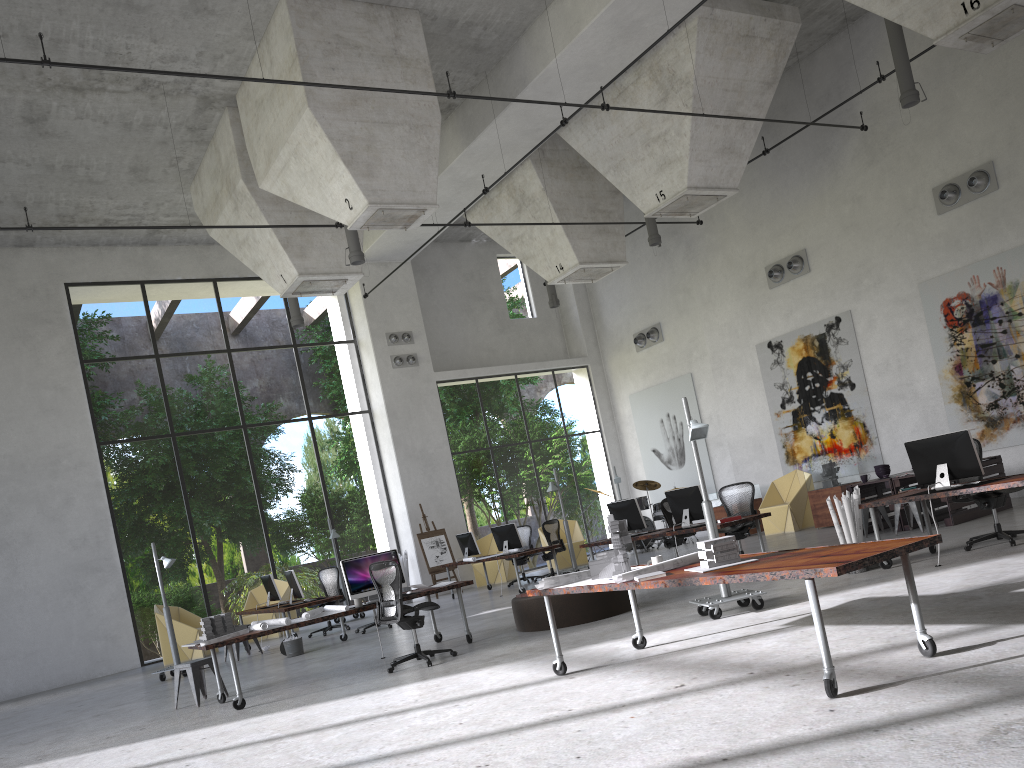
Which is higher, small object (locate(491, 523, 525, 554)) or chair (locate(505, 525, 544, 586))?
small object (locate(491, 523, 525, 554))

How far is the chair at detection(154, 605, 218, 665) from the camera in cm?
1594

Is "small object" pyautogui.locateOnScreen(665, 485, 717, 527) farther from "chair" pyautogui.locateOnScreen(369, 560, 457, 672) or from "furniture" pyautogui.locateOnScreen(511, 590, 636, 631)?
"chair" pyautogui.locateOnScreen(369, 560, 457, 672)

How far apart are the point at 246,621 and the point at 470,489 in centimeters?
1945cm

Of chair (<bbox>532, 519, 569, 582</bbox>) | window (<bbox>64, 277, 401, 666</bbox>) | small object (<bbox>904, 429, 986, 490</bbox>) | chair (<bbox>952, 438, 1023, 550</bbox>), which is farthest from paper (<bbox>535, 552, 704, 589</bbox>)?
window (<bbox>64, 277, 401, 666</bbox>)

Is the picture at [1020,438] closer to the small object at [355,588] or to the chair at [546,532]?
the chair at [546,532]

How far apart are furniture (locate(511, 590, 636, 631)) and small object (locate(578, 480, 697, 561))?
9.6m

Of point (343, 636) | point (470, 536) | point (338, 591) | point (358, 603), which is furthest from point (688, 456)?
point (358, 603)

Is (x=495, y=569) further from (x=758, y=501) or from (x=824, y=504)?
(x=824, y=504)

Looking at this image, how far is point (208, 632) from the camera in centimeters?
926cm
